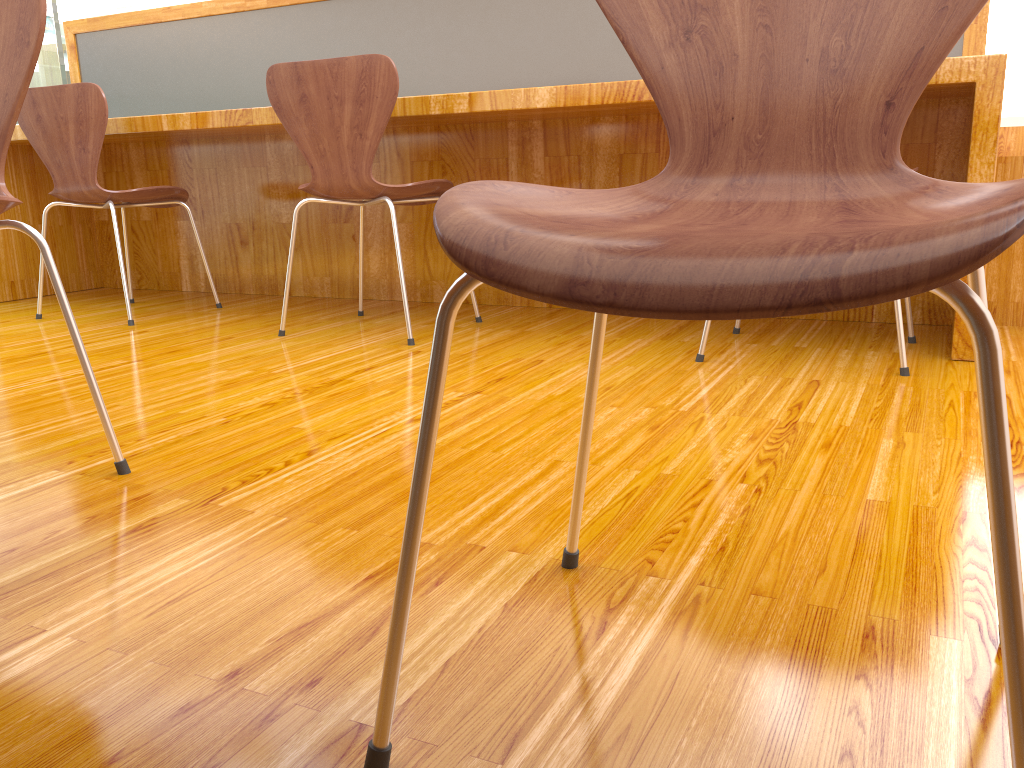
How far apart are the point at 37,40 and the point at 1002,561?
1.2m

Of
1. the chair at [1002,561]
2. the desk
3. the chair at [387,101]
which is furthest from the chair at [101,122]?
the chair at [1002,561]

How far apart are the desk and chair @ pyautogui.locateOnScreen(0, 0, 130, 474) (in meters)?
1.21

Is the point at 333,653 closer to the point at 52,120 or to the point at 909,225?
the point at 909,225

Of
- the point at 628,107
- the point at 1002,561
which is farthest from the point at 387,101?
the point at 1002,561

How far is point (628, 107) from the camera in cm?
219

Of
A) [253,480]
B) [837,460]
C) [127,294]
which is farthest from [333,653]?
[127,294]

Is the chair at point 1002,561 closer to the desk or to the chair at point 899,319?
the chair at point 899,319

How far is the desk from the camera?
2.19m

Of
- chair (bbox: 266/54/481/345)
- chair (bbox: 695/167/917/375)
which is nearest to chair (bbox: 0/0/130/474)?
chair (bbox: 266/54/481/345)
